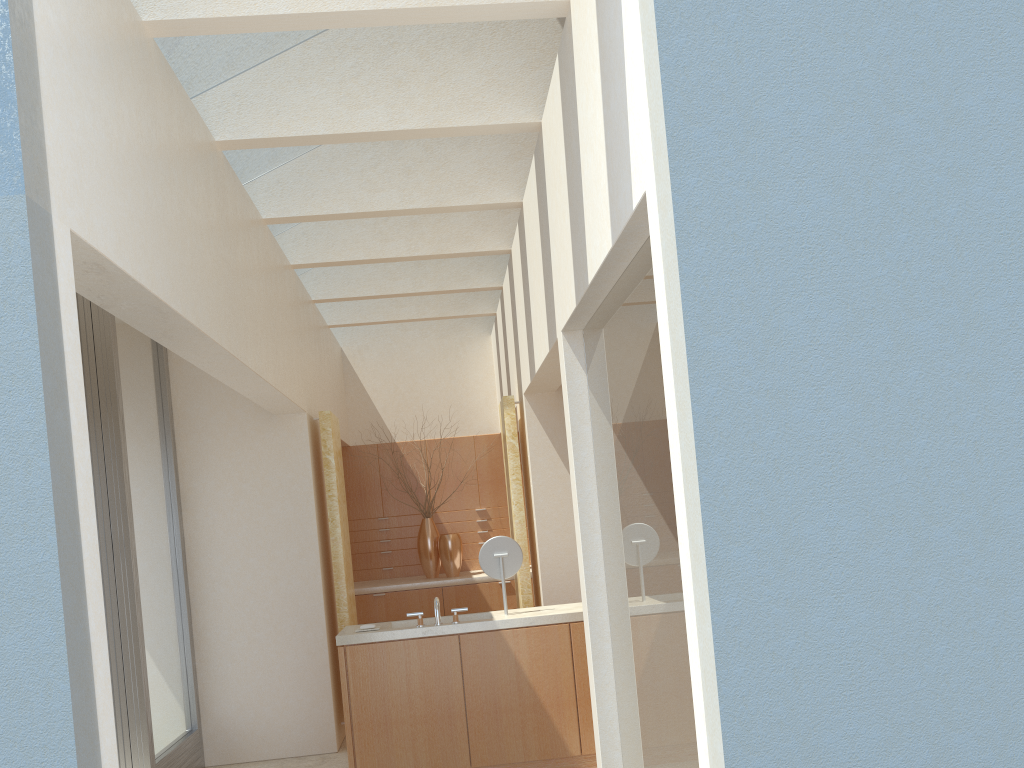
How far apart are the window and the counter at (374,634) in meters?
2.7

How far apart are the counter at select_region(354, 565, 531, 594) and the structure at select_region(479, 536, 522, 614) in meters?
6.3

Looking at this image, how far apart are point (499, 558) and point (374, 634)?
2.0m

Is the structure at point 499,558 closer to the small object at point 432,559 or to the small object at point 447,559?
the small object at point 447,559

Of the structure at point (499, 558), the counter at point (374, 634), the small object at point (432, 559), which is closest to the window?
the counter at point (374, 634)

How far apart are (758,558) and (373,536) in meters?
16.9

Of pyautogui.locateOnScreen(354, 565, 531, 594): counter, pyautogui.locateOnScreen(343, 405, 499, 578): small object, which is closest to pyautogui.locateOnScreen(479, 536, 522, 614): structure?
pyautogui.locateOnScreen(354, 565, 531, 594): counter

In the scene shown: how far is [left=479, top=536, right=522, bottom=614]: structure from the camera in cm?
1247

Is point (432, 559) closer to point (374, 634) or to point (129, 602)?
point (374, 634)

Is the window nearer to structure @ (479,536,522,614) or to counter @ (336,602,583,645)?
counter @ (336,602,583,645)
